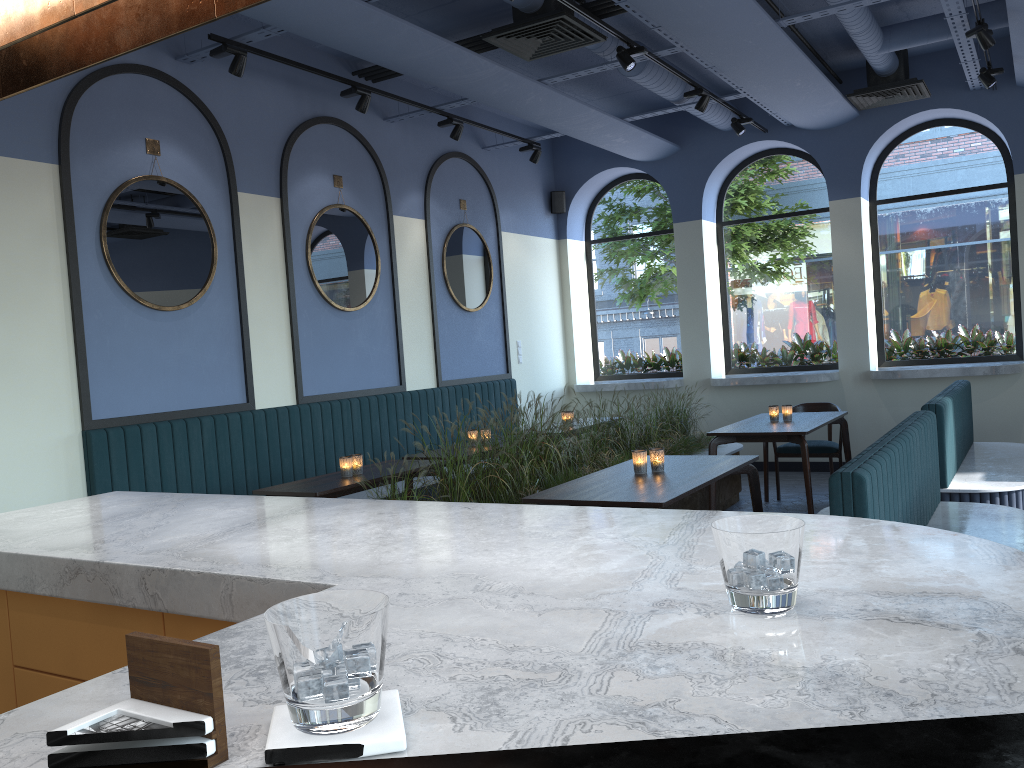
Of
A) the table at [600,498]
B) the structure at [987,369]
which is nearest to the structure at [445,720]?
the table at [600,498]

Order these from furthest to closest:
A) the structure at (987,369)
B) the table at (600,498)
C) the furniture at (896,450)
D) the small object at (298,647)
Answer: the structure at (987,369)
the table at (600,498)
the furniture at (896,450)
the small object at (298,647)

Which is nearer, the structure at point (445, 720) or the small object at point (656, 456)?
the structure at point (445, 720)

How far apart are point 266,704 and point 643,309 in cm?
970

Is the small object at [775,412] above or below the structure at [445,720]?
below

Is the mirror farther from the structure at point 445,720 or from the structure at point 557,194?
the structure at point 445,720

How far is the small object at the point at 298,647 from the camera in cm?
74

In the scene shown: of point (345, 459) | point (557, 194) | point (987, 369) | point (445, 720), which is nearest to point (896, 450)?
point (345, 459)

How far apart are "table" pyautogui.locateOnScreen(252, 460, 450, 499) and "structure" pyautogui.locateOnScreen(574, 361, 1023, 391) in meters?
4.4

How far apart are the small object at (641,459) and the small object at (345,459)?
1.8 meters
